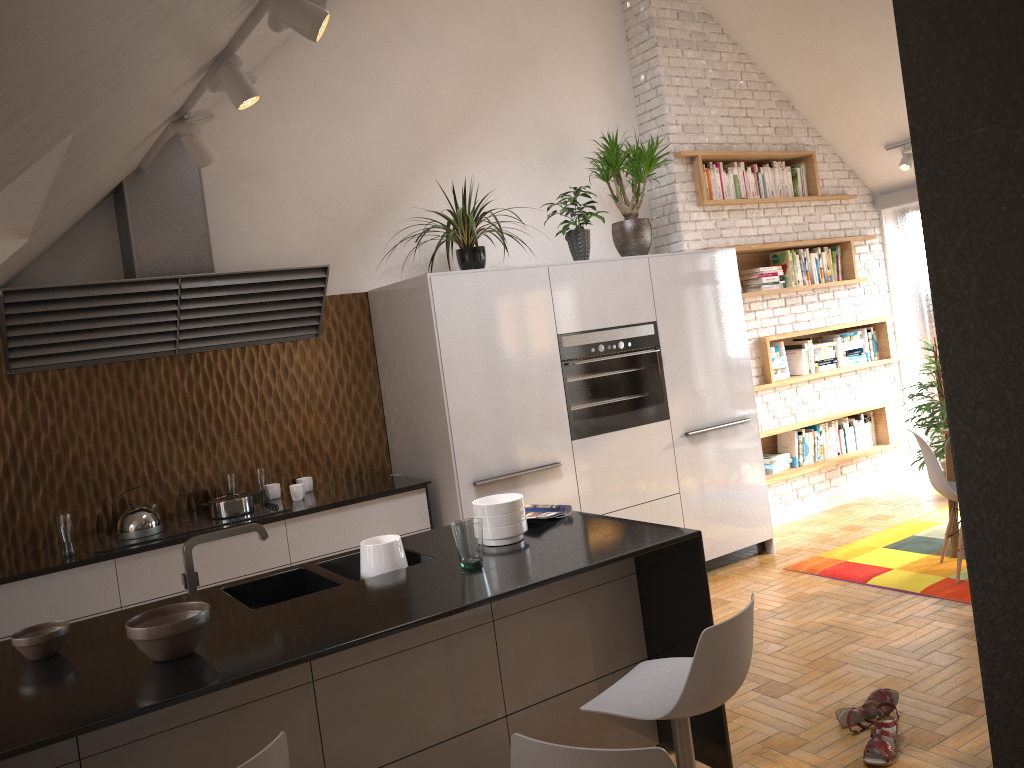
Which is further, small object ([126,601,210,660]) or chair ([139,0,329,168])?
chair ([139,0,329,168])

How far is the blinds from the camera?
7.0m

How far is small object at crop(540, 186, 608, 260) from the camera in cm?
521

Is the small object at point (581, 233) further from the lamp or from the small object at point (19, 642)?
the small object at point (19, 642)

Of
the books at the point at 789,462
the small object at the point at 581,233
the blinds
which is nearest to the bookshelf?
the books at the point at 789,462

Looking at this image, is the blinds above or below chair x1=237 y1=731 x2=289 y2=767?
above

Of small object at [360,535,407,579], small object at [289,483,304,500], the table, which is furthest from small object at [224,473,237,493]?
the table

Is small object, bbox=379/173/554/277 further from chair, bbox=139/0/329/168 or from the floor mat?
the floor mat

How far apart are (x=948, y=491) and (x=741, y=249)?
2.35m

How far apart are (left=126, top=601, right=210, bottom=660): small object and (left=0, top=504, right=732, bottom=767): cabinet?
0.0m
